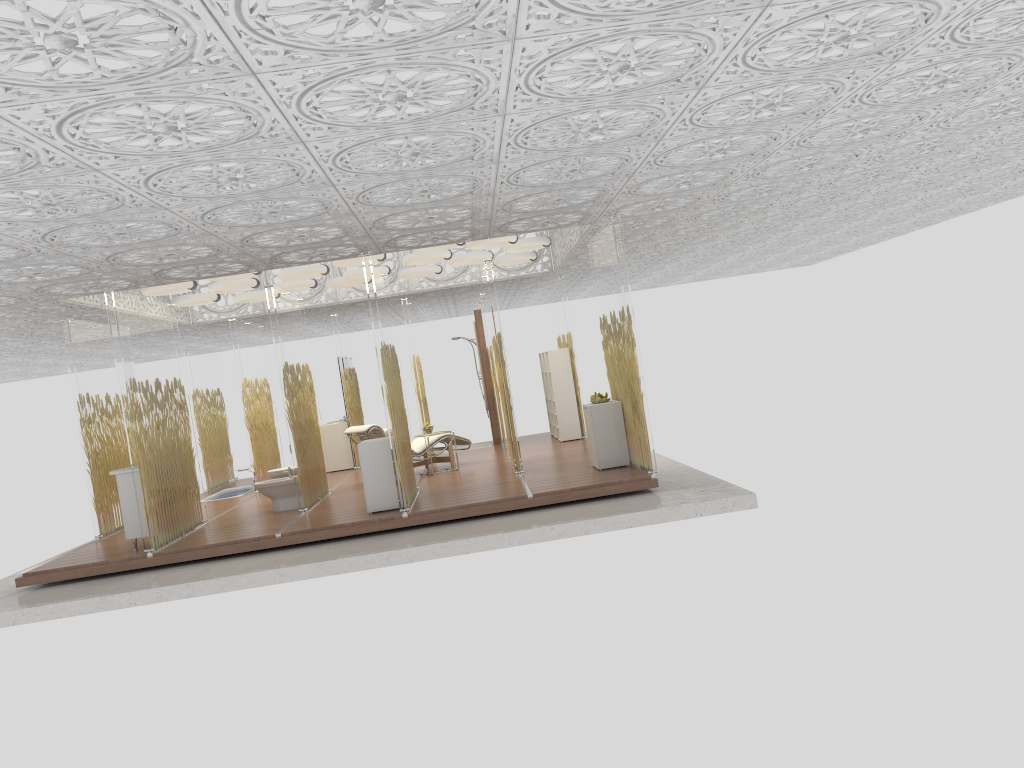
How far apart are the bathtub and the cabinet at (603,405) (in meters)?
6.56

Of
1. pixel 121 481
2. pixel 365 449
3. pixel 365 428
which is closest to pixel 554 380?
pixel 365 428

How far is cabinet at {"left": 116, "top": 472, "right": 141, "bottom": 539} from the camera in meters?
9.0

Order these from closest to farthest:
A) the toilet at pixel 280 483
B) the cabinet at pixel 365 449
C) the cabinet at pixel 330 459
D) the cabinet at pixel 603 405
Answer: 1. the cabinet at pixel 365 449
2. the cabinet at pixel 603 405
3. the toilet at pixel 280 483
4. the cabinet at pixel 330 459

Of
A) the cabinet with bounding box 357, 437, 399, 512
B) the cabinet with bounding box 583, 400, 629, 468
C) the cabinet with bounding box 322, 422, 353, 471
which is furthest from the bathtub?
the cabinet with bounding box 583, 400, 629, 468

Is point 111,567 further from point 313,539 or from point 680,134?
point 680,134

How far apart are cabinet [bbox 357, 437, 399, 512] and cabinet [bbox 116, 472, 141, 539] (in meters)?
2.34

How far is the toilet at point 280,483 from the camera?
10.43m

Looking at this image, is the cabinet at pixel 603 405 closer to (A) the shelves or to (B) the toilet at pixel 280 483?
(B) the toilet at pixel 280 483

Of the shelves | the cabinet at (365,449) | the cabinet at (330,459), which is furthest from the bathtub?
the cabinet at (365,449)
